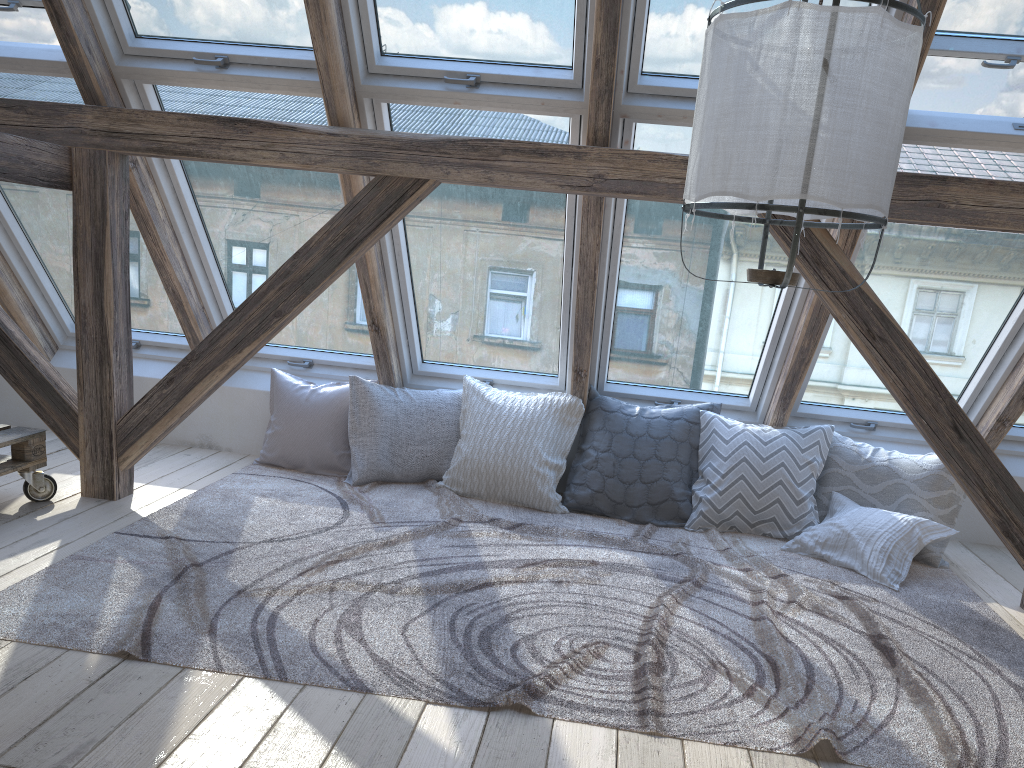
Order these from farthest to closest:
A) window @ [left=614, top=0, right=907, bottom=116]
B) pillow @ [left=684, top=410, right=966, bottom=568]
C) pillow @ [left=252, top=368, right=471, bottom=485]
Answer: pillow @ [left=252, top=368, right=471, bottom=485]
pillow @ [left=684, top=410, right=966, bottom=568]
window @ [left=614, top=0, right=907, bottom=116]

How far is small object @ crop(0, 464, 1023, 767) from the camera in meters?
2.2 m

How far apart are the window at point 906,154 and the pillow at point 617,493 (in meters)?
0.38

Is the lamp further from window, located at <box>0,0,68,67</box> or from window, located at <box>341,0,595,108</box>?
window, located at <box>0,0,68,67</box>

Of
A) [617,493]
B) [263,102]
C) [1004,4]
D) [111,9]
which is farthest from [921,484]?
[111,9]

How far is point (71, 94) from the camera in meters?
3.6

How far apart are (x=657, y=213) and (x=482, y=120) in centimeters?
80cm

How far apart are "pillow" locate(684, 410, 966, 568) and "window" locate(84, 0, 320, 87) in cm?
219

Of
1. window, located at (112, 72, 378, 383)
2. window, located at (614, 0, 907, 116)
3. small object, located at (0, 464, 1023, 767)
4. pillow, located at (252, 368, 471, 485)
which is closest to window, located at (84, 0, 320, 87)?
window, located at (112, 72, 378, 383)

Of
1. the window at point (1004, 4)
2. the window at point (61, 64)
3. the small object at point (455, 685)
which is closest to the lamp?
the small object at point (455, 685)
